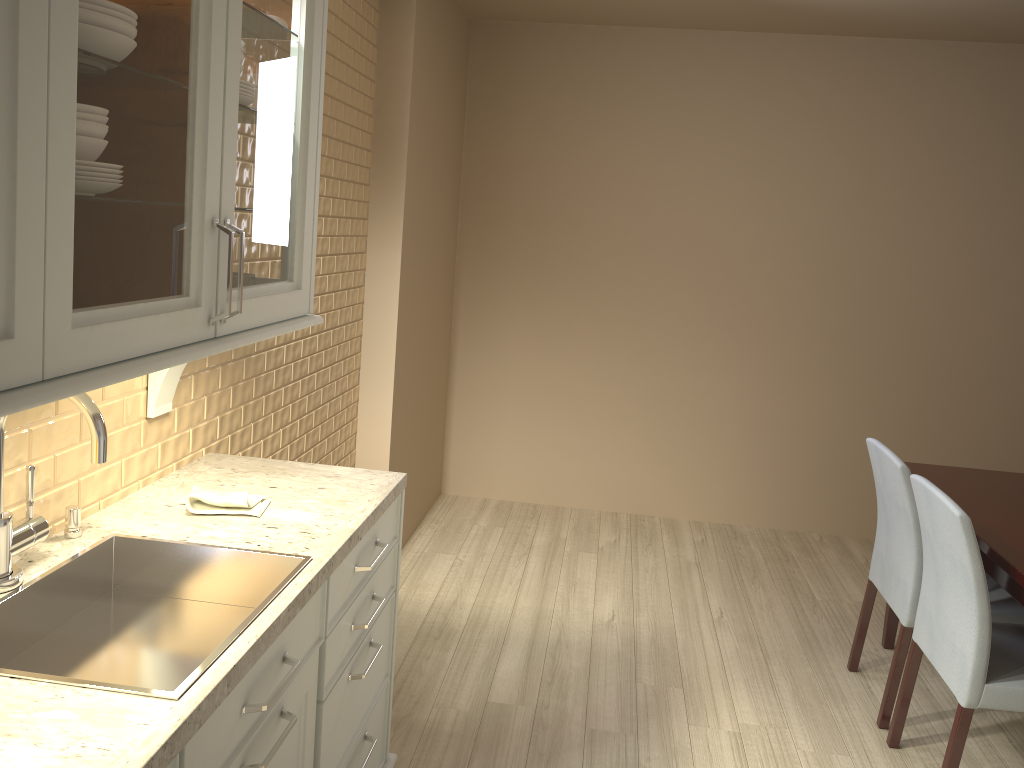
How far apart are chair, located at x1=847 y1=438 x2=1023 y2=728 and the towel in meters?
1.8

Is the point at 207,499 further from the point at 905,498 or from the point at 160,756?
the point at 905,498

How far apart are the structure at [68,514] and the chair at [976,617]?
1.97m

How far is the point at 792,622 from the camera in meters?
3.5

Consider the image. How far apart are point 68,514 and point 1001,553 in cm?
221

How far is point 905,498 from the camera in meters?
2.6

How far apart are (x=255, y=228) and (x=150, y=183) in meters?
0.4 m

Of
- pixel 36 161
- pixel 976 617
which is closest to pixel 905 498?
pixel 976 617

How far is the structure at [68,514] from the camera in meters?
1.6

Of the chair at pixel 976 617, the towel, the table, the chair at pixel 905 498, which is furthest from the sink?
the chair at pixel 905 498
